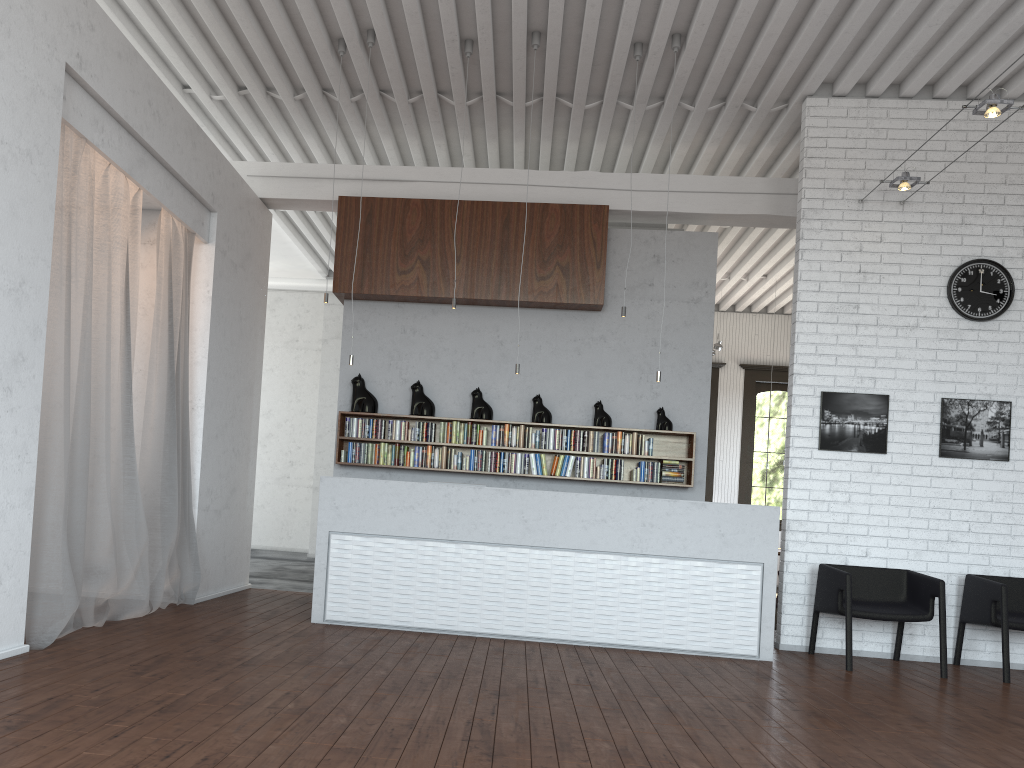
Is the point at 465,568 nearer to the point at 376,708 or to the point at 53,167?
the point at 376,708
